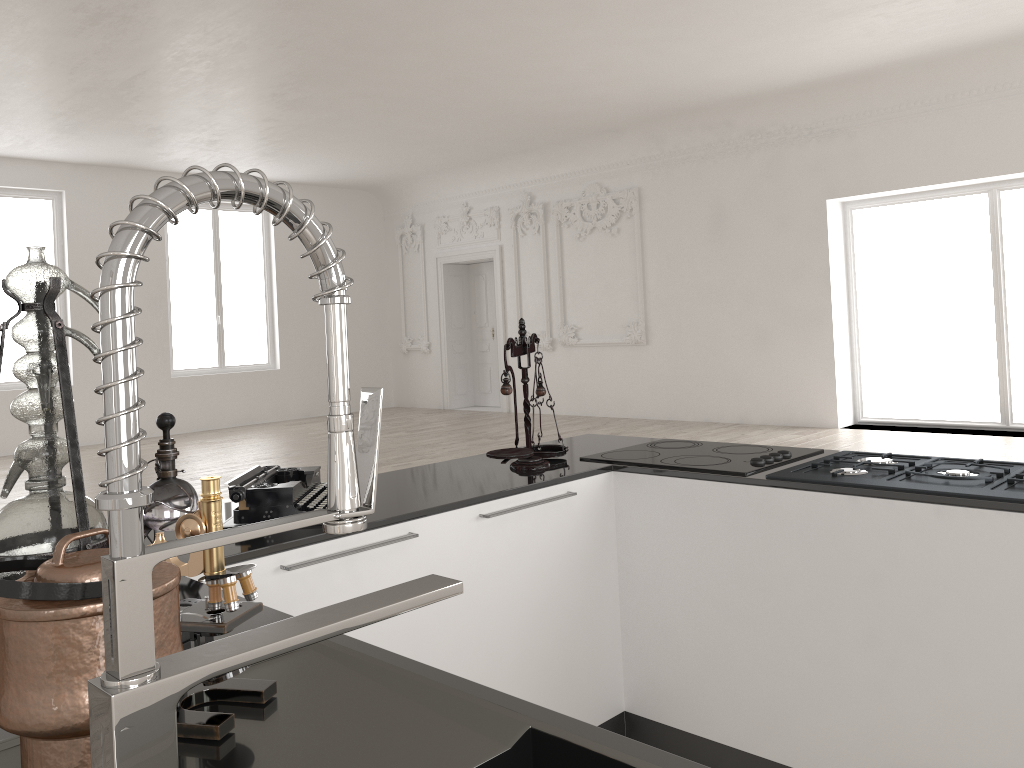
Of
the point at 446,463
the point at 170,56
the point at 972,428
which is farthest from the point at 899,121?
the point at 446,463

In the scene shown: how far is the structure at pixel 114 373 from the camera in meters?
0.5

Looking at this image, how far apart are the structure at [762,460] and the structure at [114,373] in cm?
201

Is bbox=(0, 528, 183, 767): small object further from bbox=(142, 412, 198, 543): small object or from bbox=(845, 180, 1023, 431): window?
bbox=(845, 180, 1023, 431): window

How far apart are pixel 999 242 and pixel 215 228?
10.5m

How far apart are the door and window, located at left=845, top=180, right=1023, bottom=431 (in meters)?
5.31

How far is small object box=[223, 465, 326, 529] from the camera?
2.19m

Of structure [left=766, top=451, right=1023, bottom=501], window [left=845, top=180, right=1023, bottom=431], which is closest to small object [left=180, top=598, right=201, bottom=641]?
structure [left=766, top=451, right=1023, bottom=501]

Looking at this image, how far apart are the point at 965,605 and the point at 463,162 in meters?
11.7 m

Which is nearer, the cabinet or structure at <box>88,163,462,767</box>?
structure at <box>88,163,462,767</box>
